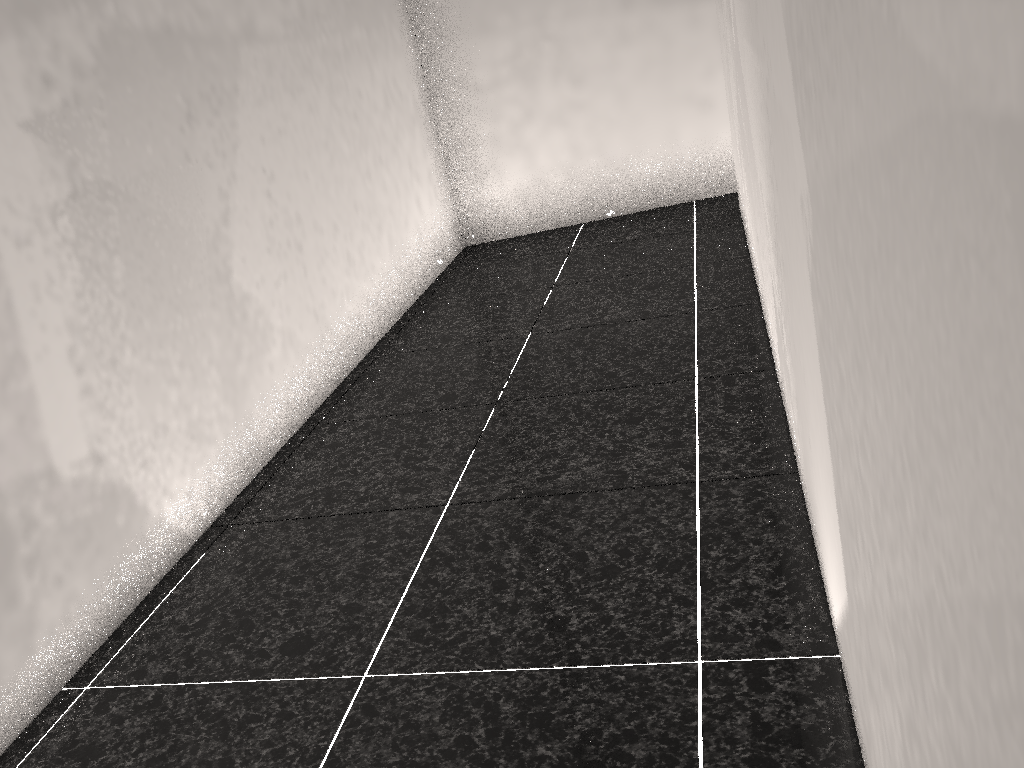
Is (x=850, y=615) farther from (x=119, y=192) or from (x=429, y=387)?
(x=429, y=387)
